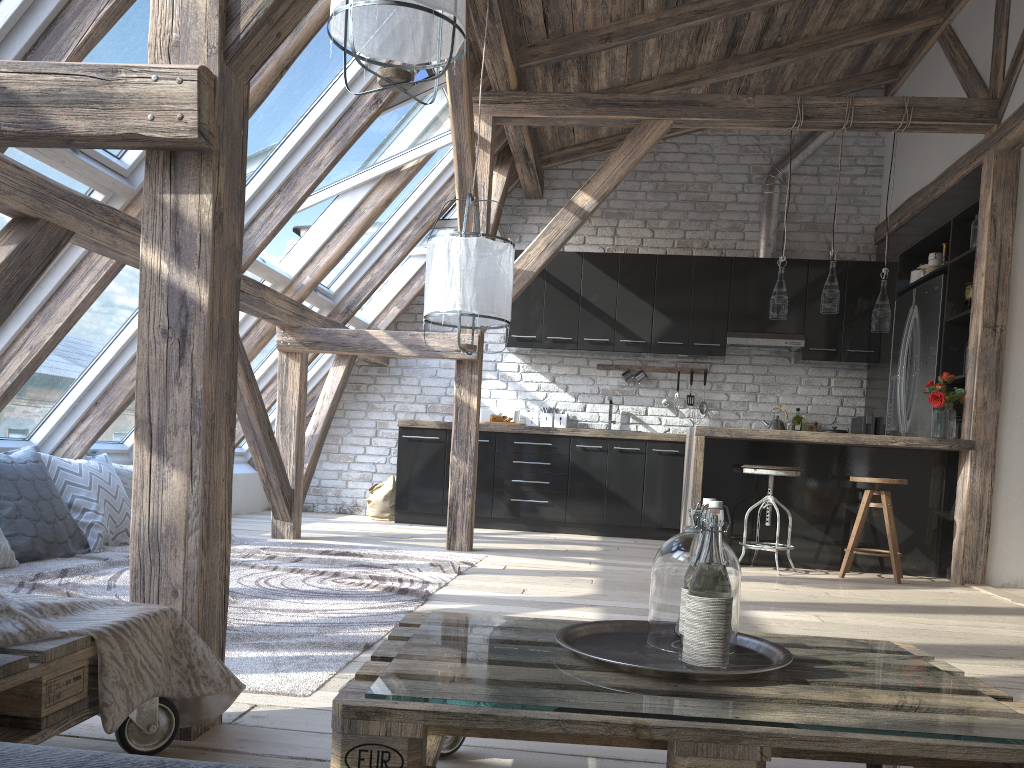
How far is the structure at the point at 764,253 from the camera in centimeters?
735cm

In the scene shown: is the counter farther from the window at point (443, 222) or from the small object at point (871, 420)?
the small object at point (871, 420)

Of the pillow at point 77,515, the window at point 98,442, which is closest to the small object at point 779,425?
the window at point 98,442

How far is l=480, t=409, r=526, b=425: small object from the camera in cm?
738

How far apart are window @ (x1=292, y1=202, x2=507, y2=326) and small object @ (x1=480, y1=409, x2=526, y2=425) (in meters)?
1.22

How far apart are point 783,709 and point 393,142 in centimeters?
470cm

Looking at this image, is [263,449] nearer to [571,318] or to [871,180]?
[571,318]

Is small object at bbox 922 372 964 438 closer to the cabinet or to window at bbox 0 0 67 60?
the cabinet

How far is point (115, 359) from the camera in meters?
4.7 m

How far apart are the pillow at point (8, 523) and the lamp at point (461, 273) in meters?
2.0 m
